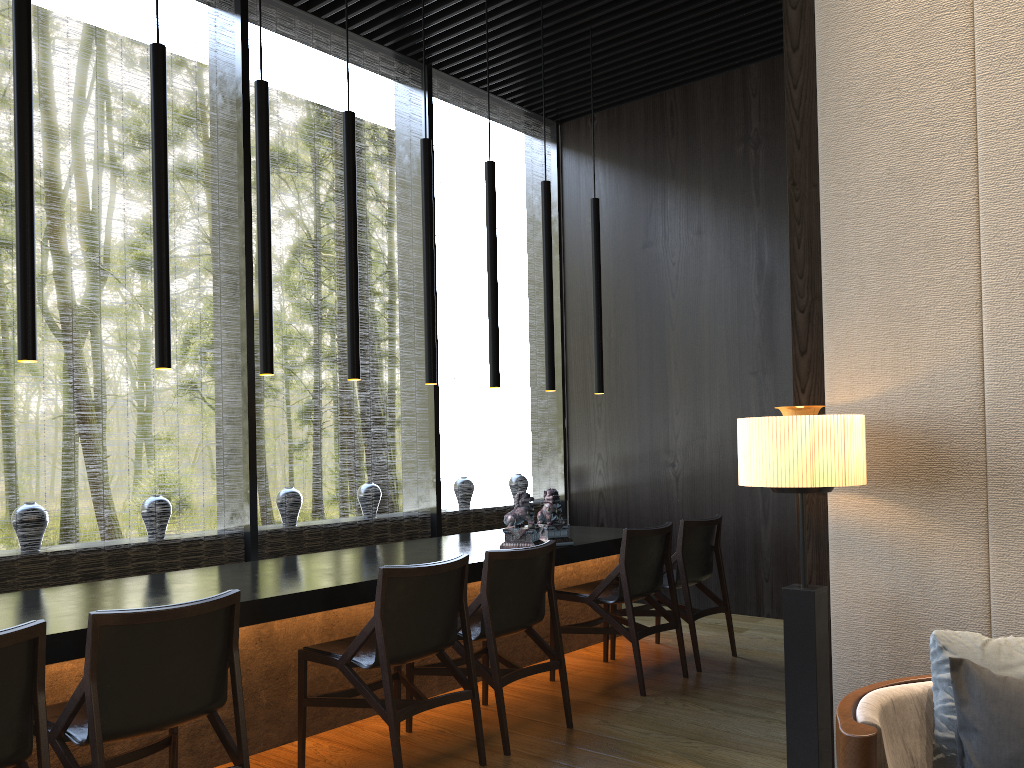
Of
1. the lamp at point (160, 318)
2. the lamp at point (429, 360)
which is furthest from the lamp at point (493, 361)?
the lamp at point (160, 318)

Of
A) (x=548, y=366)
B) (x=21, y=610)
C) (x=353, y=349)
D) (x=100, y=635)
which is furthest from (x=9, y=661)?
(x=548, y=366)

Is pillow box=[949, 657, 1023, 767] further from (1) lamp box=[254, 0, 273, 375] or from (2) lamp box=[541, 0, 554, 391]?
(2) lamp box=[541, 0, 554, 391]

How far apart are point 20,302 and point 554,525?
2.81m

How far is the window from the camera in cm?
505

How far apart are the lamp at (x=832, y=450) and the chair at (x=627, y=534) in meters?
1.7 m

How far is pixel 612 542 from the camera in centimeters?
507cm

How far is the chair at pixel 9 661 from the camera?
2.2m

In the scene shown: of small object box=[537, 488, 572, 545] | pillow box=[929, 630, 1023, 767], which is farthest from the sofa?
small object box=[537, 488, 572, 545]

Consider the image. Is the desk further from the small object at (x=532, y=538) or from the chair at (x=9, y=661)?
the chair at (x=9, y=661)
